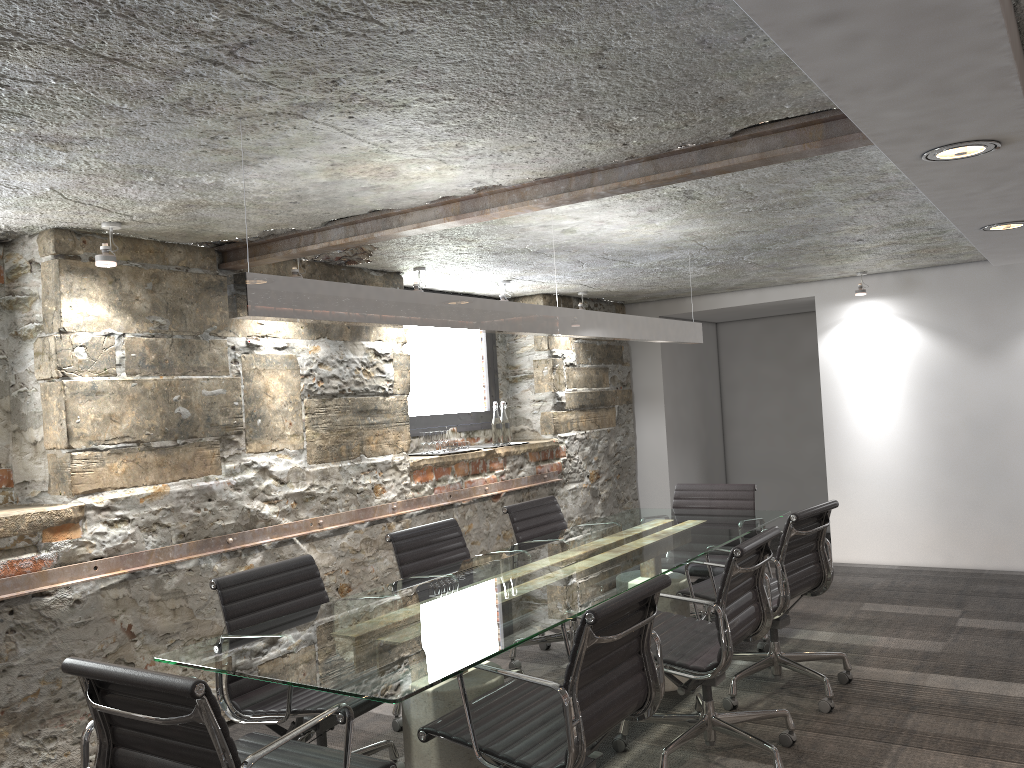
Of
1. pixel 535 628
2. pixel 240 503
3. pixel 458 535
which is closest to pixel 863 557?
pixel 458 535

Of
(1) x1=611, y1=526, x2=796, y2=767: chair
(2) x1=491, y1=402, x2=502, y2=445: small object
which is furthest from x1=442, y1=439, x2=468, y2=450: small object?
(1) x1=611, y1=526, x2=796, y2=767: chair

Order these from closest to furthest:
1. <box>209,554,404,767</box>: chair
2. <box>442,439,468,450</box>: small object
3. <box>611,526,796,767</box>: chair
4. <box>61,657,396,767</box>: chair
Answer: <box>61,657,396,767</box>: chair → <box>209,554,404,767</box>: chair → <box>611,526,796,767</box>: chair → <box>442,439,468,450</box>: small object

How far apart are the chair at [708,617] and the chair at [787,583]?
0.21m

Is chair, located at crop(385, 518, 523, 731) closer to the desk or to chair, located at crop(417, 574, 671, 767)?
the desk

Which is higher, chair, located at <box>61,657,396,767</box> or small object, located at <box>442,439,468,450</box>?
small object, located at <box>442,439,468,450</box>

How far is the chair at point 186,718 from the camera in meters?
1.9

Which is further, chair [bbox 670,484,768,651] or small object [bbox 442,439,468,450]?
small object [bbox 442,439,468,450]

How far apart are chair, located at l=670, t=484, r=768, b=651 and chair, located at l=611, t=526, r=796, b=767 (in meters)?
0.91

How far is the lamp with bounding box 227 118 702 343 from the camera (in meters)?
2.31
